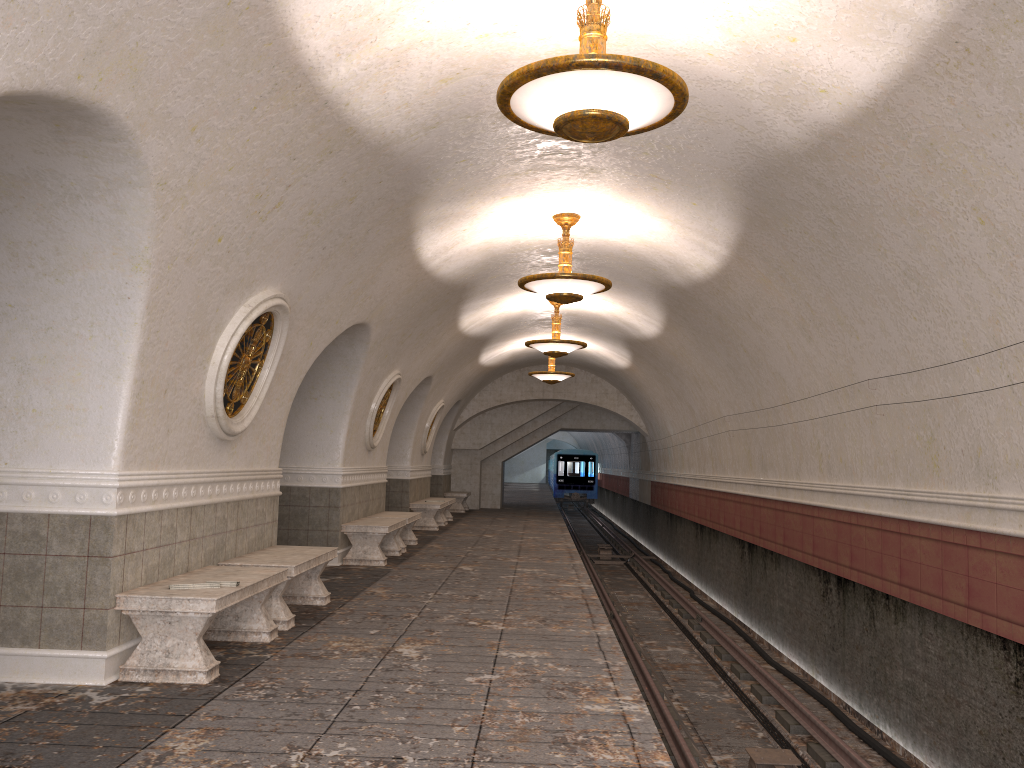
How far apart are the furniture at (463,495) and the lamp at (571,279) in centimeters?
1446cm

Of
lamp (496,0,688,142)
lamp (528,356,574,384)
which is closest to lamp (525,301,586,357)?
lamp (528,356,574,384)

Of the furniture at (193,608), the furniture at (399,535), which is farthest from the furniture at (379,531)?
the furniture at (193,608)

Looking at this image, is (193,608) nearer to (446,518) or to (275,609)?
(275,609)

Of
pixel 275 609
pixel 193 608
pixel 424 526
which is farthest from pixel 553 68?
pixel 424 526

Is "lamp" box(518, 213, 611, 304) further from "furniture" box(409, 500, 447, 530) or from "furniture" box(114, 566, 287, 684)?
"furniture" box(409, 500, 447, 530)

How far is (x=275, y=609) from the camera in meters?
6.9 m

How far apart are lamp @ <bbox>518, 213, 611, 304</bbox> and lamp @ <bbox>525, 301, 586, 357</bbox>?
4.25m

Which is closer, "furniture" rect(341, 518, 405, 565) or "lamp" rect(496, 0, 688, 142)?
"lamp" rect(496, 0, 688, 142)

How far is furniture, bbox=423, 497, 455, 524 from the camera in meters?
20.0 m
